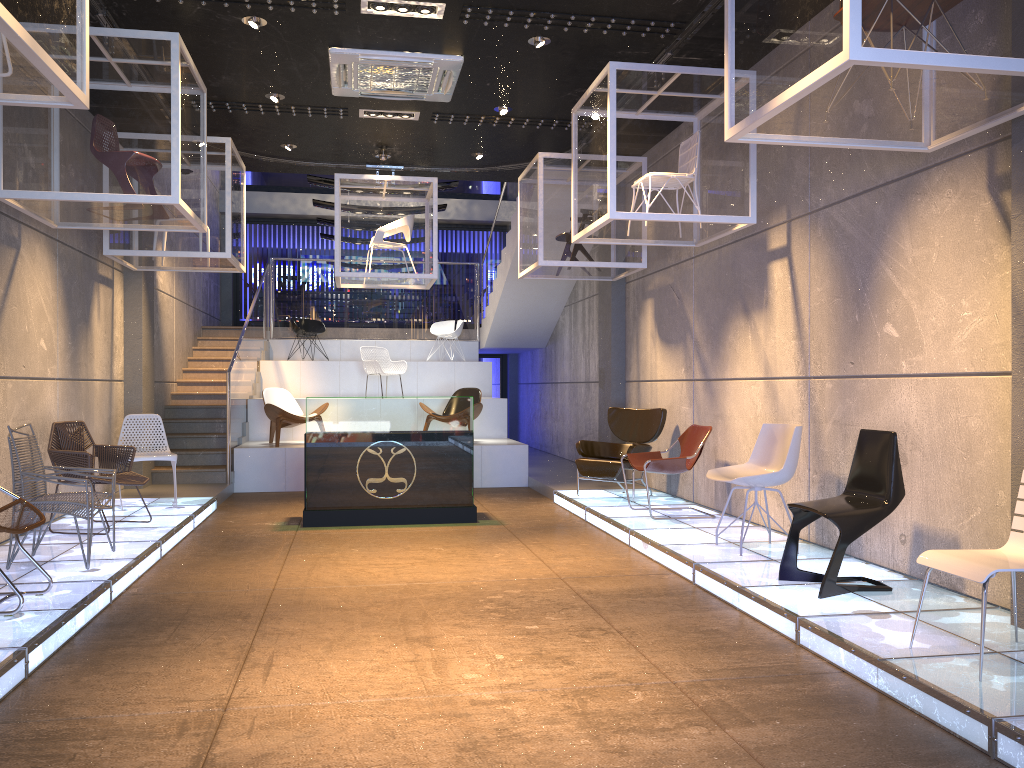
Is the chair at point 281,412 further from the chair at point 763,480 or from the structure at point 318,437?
the chair at point 763,480

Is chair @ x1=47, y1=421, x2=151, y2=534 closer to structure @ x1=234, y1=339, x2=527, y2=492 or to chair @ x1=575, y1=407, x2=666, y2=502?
structure @ x1=234, y1=339, x2=527, y2=492

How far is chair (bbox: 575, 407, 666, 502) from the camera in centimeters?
905cm

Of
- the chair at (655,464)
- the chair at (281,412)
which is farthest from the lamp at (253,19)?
the chair at (281,412)

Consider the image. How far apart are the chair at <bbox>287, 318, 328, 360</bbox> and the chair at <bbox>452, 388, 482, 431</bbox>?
→ 3.6m

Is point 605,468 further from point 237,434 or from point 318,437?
point 237,434

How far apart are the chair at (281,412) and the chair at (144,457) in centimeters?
243cm

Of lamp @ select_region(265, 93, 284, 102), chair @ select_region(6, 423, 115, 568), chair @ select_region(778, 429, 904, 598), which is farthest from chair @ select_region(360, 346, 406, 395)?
chair @ select_region(778, 429, 904, 598)

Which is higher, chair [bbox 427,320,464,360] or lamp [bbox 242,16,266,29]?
lamp [bbox 242,16,266,29]

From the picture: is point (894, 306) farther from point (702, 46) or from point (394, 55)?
point (394, 55)
